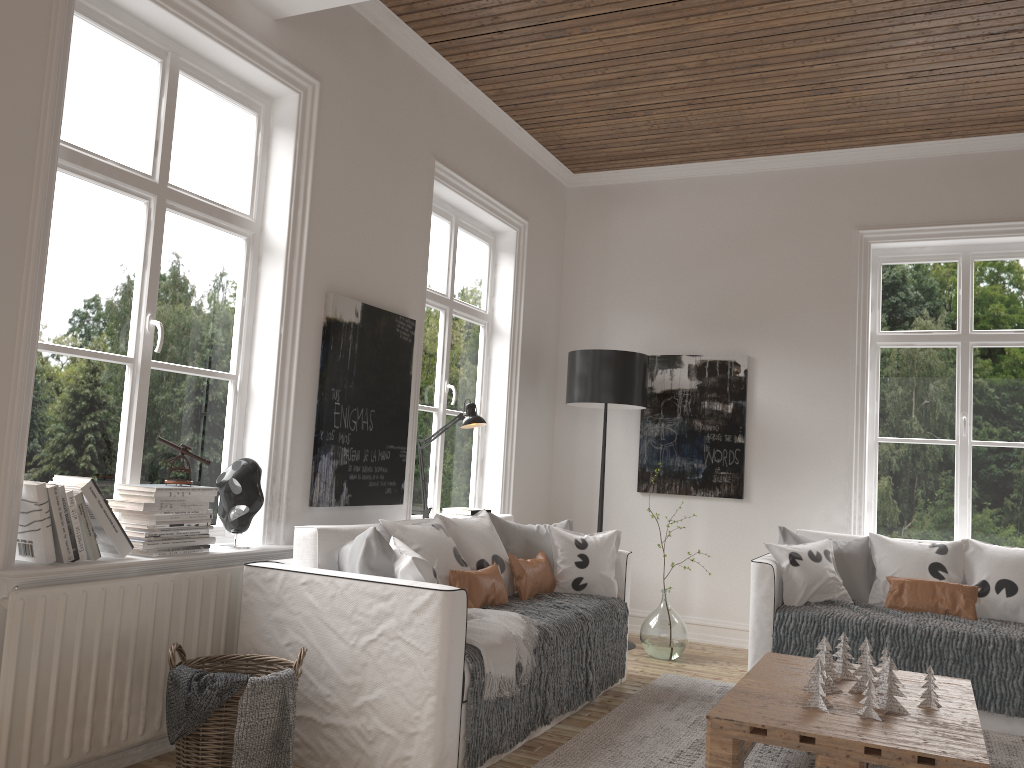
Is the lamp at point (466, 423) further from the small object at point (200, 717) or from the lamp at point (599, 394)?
the small object at point (200, 717)

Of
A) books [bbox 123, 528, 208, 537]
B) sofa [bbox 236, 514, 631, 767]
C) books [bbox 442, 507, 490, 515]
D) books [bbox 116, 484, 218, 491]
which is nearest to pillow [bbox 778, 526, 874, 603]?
sofa [bbox 236, 514, 631, 767]

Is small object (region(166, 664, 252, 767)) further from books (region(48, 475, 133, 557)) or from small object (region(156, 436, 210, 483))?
small object (region(156, 436, 210, 483))

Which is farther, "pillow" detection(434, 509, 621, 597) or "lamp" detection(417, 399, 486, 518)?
"lamp" detection(417, 399, 486, 518)

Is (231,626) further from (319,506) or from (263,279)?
(263,279)

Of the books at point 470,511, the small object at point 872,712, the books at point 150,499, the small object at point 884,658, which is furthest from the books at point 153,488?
the small object at point 884,658

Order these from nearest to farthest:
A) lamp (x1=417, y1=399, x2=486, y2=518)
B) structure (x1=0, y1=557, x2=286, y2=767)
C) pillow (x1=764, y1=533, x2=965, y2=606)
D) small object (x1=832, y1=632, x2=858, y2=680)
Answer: structure (x1=0, y1=557, x2=286, y2=767)
small object (x1=832, y1=632, x2=858, y2=680)
pillow (x1=764, y1=533, x2=965, y2=606)
lamp (x1=417, y1=399, x2=486, y2=518)

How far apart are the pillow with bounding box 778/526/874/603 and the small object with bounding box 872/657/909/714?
1.7m

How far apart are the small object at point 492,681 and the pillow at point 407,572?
0.2 meters

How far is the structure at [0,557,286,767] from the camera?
2.47m
